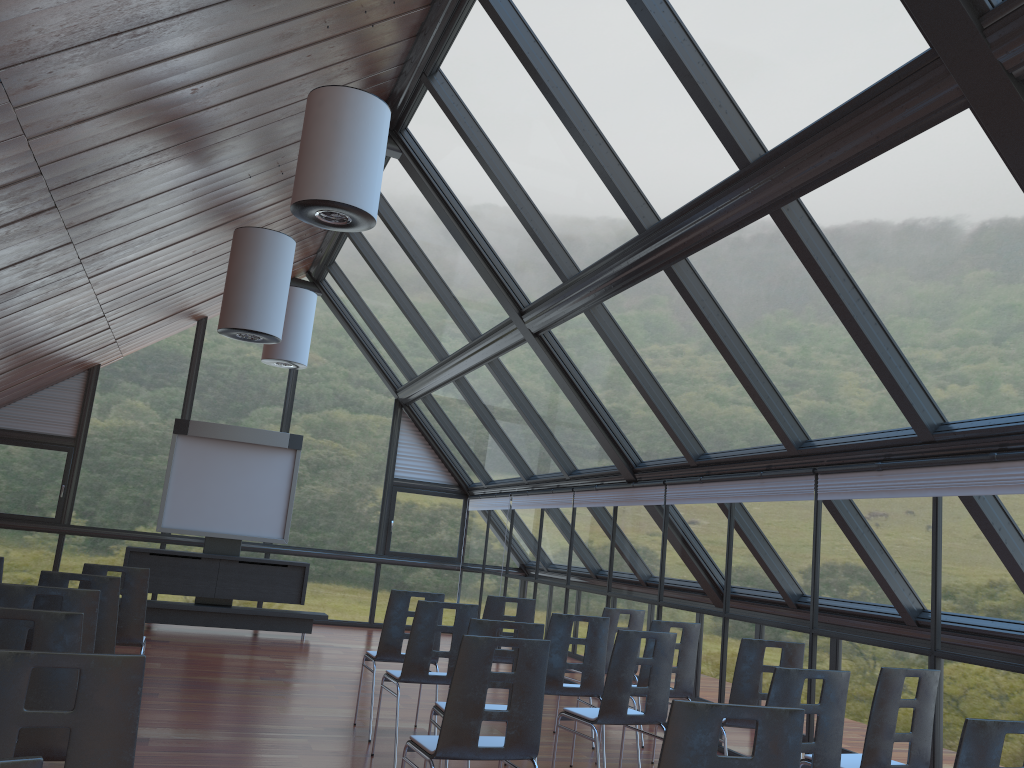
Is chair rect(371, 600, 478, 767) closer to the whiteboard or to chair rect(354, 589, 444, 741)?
chair rect(354, 589, 444, 741)

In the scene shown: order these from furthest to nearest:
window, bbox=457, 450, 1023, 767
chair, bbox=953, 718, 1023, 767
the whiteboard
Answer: the whiteboard < window, bbox=457, 450, 1023, 767 < chair, bbox=953, 718, 1023, 767

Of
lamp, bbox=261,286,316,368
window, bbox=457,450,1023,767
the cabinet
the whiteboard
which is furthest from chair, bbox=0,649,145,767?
the whiteboard

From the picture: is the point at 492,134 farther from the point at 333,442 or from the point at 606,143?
the point at 333,442

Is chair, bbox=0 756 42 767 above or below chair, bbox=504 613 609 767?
above

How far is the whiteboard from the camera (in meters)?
13.22

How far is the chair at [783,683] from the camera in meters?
4.2 m

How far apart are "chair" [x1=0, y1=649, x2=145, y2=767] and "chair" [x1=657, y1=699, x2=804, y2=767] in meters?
1.6 m

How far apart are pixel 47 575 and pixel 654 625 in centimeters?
424cm

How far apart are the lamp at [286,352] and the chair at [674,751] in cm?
1089
